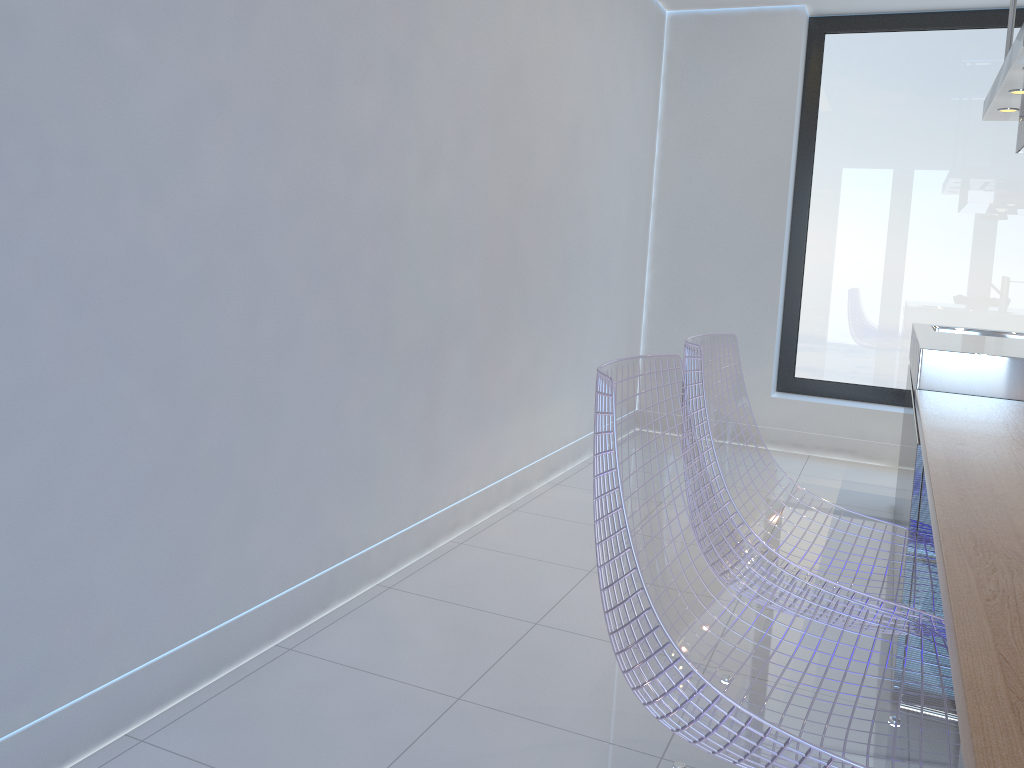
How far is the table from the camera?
0.7 meters

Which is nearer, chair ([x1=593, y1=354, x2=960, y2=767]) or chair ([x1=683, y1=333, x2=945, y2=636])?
chair ([x1=593, y1=354, x2=960, y2=767])

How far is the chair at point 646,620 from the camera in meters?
1.2

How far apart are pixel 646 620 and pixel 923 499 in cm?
123

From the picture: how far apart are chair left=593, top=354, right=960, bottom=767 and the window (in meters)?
3.80

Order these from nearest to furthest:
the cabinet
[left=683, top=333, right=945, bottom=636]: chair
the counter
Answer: [left=683, top=333, right=945, bottom=636]: chair
the cabinet
the counter

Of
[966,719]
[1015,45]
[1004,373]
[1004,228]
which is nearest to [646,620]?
[966,719]

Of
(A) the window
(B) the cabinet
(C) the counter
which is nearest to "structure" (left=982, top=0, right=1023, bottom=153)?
(C) the counter

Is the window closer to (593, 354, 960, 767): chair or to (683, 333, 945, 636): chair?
(683, 333, 945, 636): chair

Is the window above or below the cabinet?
above
